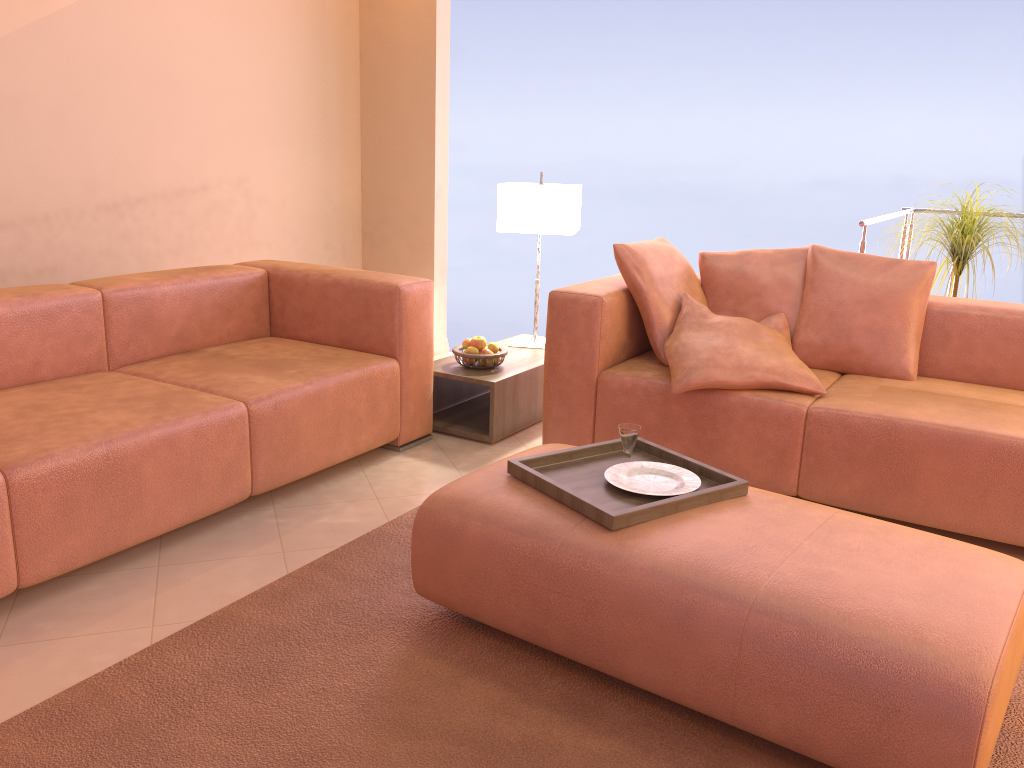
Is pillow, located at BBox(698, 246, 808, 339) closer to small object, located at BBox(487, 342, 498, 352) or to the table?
the table

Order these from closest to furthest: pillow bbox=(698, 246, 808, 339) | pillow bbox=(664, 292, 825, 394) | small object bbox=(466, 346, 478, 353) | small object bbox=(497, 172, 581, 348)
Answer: pillow bbox=(664, 292, 825, 394) < pillow bbox=(698, 246, 808, 339) < small object bbox=(466, 346, 478, 353) < small object bbox=(497, 172, 581, 348)

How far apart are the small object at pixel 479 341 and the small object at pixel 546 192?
0.53m

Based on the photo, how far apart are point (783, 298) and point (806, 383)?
0.5m

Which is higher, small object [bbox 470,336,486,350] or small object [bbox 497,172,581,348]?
small object [bbox 497,172,581,348]

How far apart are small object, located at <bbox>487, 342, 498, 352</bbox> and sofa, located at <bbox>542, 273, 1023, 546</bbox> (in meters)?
0.42

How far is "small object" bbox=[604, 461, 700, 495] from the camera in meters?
2.2 m

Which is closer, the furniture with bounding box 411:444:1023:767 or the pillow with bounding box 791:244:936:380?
the furniture with bounding box 411:444:1023:767

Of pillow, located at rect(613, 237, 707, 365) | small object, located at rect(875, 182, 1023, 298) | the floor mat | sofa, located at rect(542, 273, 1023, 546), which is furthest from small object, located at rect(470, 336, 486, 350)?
small object, located at rect(875, 182, 1023, 298)

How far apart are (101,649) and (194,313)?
1.6 meters
